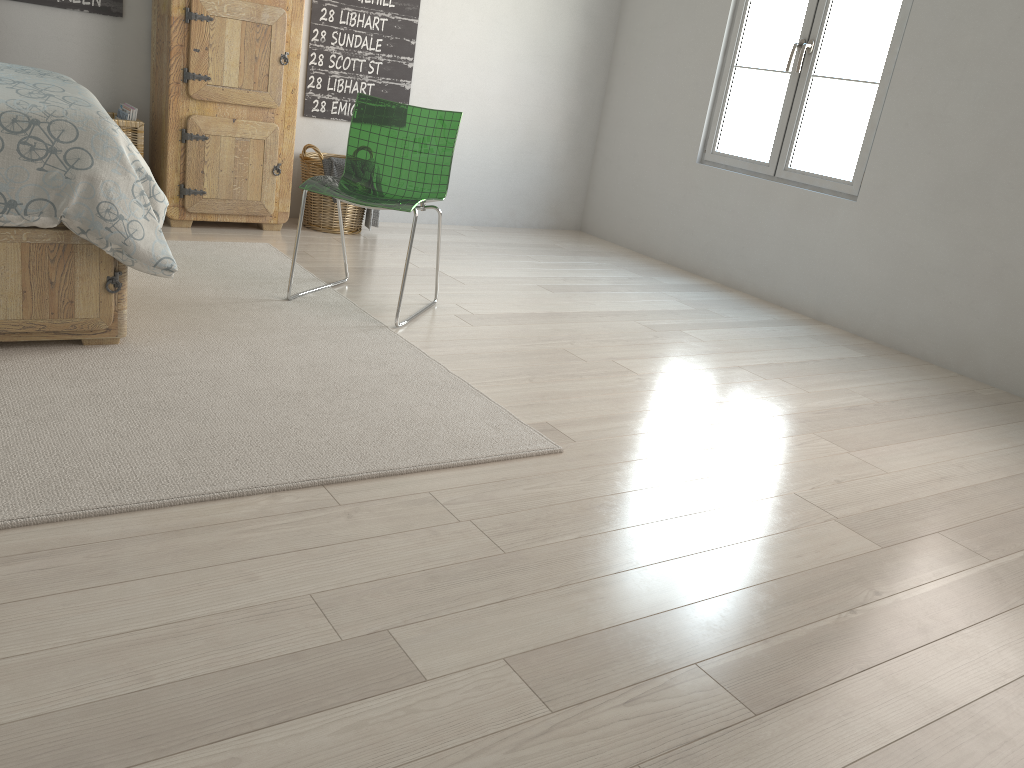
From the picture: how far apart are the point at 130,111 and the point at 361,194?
1.4 meters

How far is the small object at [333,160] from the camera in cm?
438

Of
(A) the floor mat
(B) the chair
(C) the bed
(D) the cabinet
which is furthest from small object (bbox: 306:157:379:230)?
(C) the bed

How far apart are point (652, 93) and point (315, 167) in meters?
2.1 m

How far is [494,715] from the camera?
1.4m

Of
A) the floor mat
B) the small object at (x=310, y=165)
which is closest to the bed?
the floor mat

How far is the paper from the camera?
3.9 meters

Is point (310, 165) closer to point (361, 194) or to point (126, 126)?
point (126, 126)

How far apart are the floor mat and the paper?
0.6m

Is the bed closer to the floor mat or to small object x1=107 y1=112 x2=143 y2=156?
the floor mat
